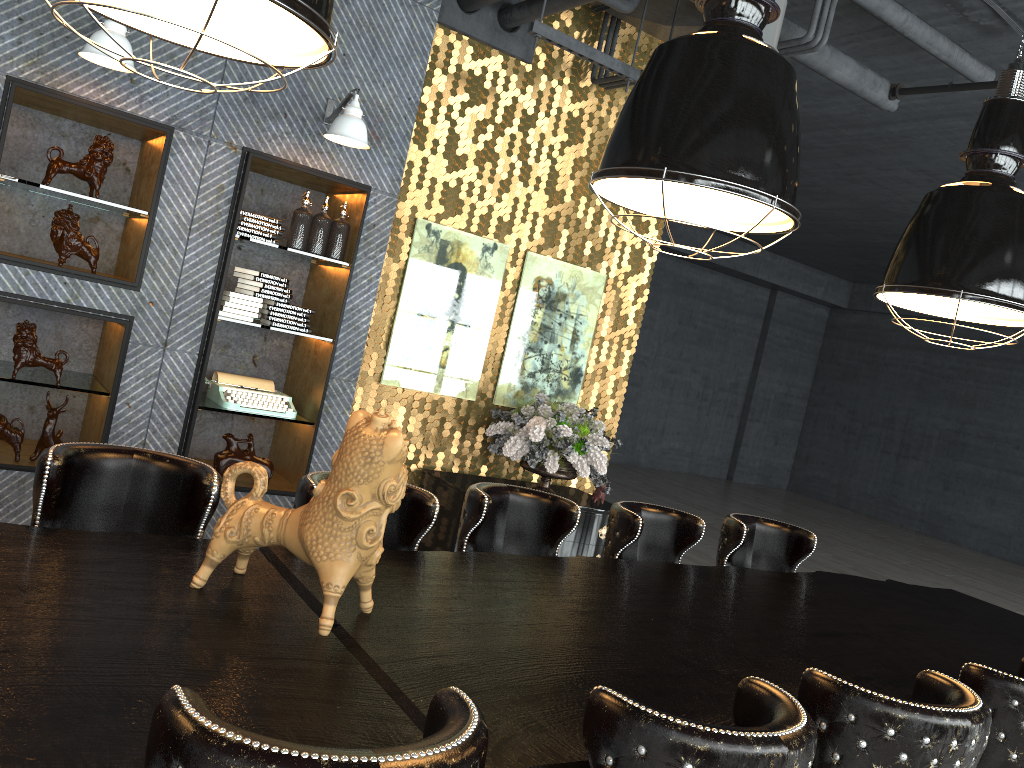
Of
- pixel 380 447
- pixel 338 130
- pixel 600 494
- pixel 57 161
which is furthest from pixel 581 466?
pixel 380 447

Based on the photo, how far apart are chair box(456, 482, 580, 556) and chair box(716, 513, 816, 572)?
1.0m

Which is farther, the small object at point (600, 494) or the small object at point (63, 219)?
the small object at point (600, 494)

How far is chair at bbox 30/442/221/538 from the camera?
2.5 meters

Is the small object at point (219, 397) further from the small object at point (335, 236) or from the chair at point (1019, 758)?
the chair at point (1019, 758)

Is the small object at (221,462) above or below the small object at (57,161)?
below

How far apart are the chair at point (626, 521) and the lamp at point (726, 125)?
1.33m

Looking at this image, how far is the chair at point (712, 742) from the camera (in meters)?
1.51

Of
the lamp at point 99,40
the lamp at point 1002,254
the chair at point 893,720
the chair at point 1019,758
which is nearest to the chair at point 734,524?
the lamp at point 1002,254

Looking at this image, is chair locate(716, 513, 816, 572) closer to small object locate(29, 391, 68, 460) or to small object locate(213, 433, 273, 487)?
small object locate(213, 433, 273, 487)
